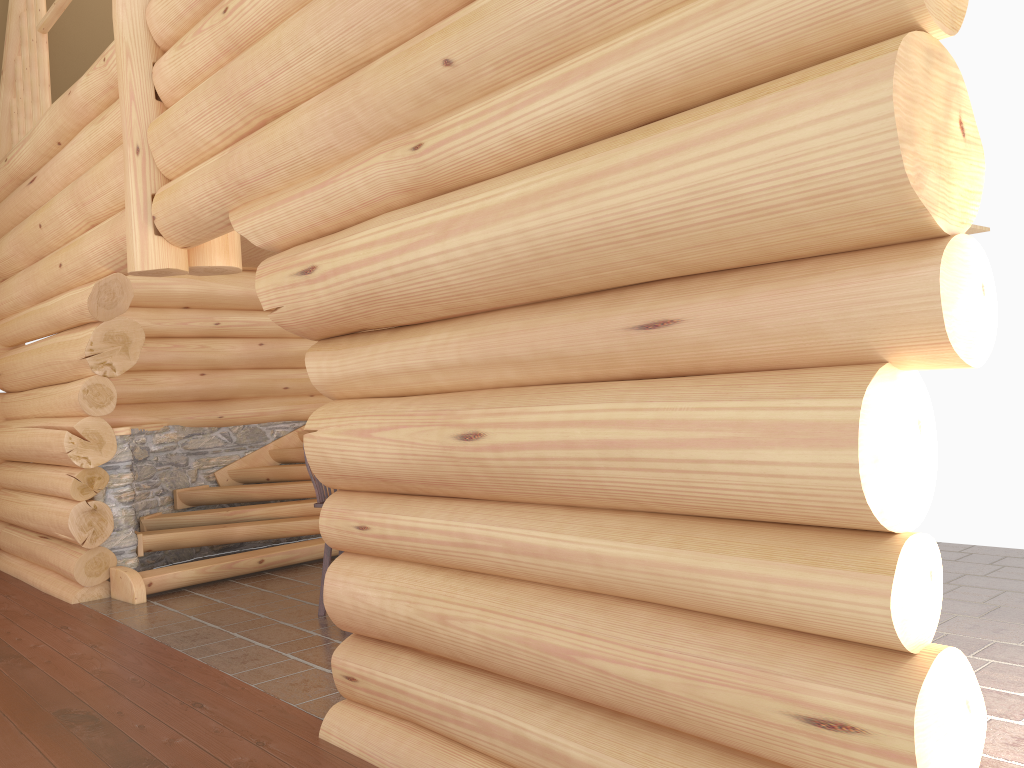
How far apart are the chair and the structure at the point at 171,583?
1.9m

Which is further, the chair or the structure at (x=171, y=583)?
the structure at (x=171, y=583)

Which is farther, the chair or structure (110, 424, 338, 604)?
structure (110, 424, 338, 604)

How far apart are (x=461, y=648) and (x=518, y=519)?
0.6m

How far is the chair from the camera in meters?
6.8 m

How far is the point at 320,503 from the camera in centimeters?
676cm

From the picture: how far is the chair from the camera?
6.76m

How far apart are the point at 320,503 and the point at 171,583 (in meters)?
2.12

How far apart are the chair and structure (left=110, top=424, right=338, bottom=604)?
1.9m
